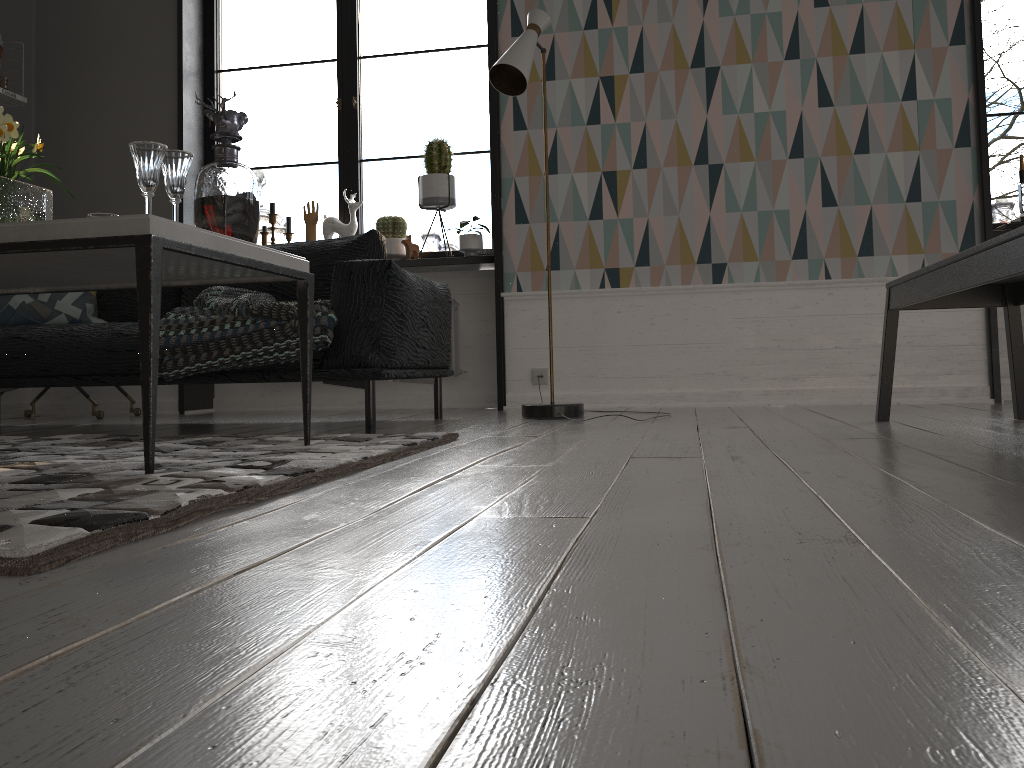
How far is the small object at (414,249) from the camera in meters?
4.7 m

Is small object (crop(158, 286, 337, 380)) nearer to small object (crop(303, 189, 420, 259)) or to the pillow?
the pillow

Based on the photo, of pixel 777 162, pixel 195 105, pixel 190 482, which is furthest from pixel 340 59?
pixel 190 482

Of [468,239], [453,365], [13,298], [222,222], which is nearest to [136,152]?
[222,222]

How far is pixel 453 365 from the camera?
4.76m

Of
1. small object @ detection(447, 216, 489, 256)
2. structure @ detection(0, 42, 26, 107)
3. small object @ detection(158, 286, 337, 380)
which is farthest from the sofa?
structure @ detection(0, 42, 26, 107)

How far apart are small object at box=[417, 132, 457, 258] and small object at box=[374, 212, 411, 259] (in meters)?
0.19

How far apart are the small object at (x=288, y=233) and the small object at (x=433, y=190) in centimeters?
82cm

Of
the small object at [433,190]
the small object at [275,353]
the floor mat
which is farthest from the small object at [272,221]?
the floor mat

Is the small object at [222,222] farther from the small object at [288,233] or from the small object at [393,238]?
the small object at [288,233]
